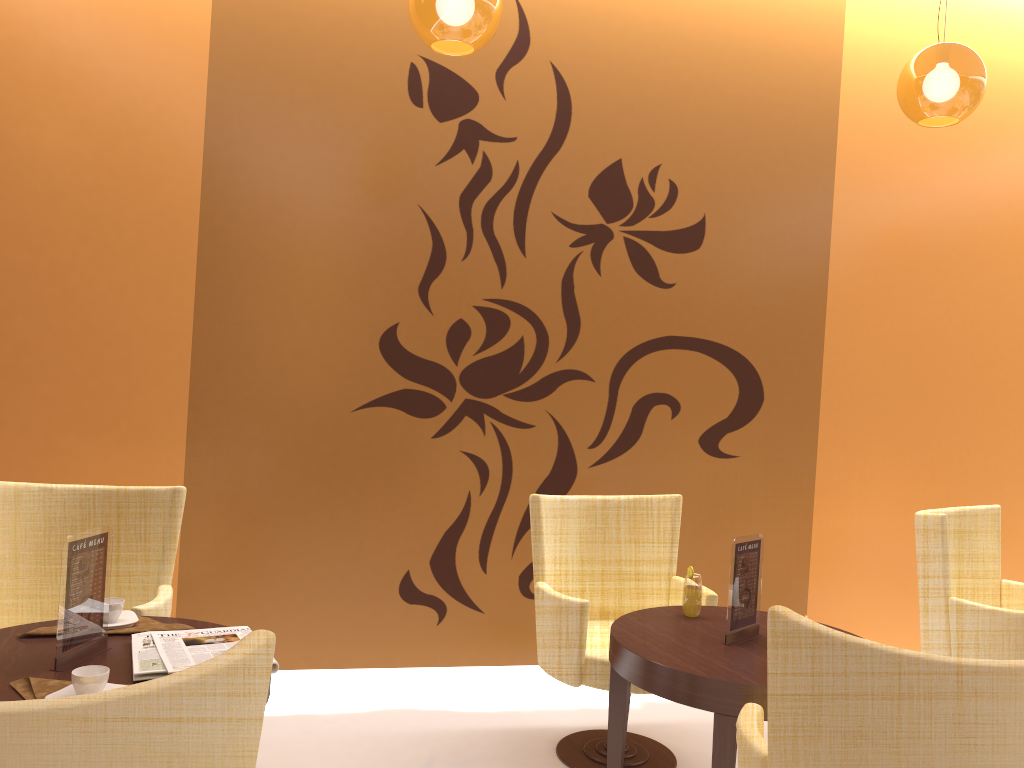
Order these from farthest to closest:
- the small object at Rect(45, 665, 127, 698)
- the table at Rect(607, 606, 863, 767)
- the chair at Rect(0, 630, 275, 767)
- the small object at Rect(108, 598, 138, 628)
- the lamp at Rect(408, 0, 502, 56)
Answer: the lamp at Rect(408, 0, 502, 56)
the small object at Rect(108, 598, 138, 628)
the table at Rect(607, 606, 863, 767)
the small object at Rect(45, 665, 127, 698)
the chair at Rect(0, 630, 275, 767)

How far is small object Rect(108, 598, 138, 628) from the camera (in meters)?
2.55

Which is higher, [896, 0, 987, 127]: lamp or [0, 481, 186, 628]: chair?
[896, 0, 987, 127]: lamp

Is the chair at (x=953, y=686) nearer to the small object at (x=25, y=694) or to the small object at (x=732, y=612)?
the small object at (x=732, y=612)

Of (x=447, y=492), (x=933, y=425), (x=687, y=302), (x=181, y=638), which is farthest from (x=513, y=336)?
(x=933, y=425)

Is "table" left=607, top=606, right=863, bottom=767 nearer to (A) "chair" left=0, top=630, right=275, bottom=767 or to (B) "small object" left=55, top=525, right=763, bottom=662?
(B) "small object" left=55, top=525, right=763, bottom=662

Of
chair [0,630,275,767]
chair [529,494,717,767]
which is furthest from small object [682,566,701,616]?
chair [0,630,275,767]

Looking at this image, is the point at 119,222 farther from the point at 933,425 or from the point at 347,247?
the point at 933,425

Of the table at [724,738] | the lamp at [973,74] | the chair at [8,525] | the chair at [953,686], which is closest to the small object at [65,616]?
the chair at [8,525]

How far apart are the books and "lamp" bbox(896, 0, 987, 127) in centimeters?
284cm
